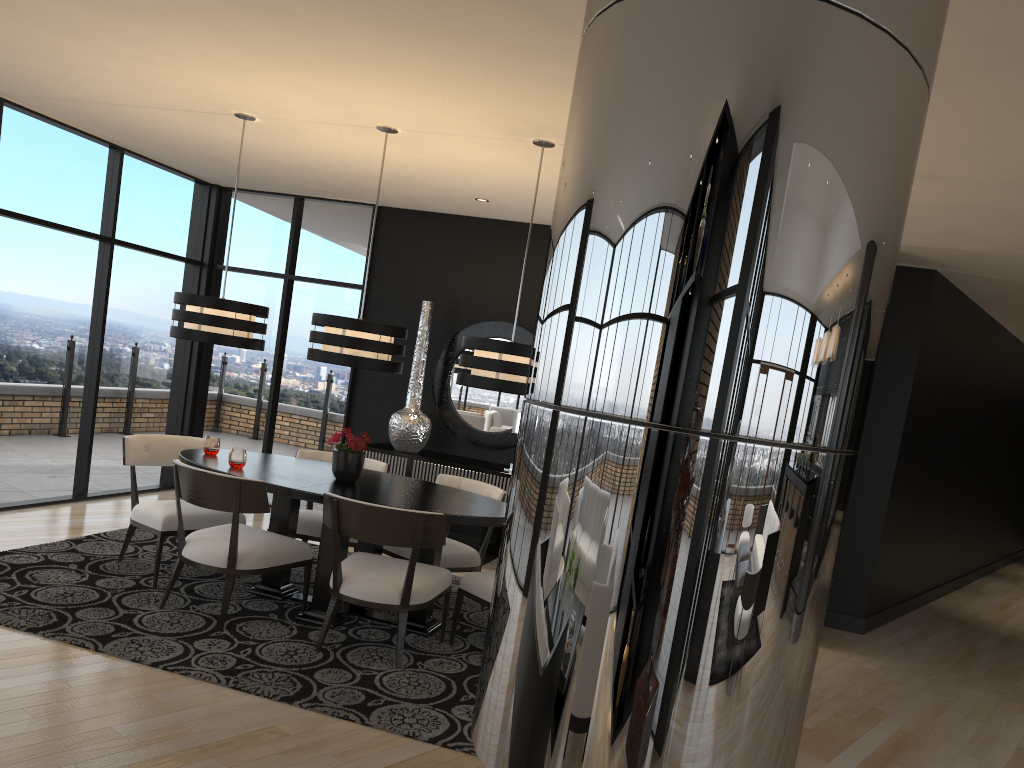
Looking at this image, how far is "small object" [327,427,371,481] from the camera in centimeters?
494cm

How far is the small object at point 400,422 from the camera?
7.0m

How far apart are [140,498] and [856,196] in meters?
7.1 m

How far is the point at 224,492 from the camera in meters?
4.4

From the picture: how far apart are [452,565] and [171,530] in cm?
159

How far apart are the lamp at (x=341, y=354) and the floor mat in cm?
139

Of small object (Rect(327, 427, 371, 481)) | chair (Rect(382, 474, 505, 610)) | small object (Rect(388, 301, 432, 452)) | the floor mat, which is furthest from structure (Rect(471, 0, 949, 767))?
small object (Rect(388, 301, 432, 452))

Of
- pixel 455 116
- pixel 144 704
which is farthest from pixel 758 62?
pixel 455 116

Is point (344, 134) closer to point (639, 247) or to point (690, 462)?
point (639, 247)

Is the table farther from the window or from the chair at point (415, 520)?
the window
